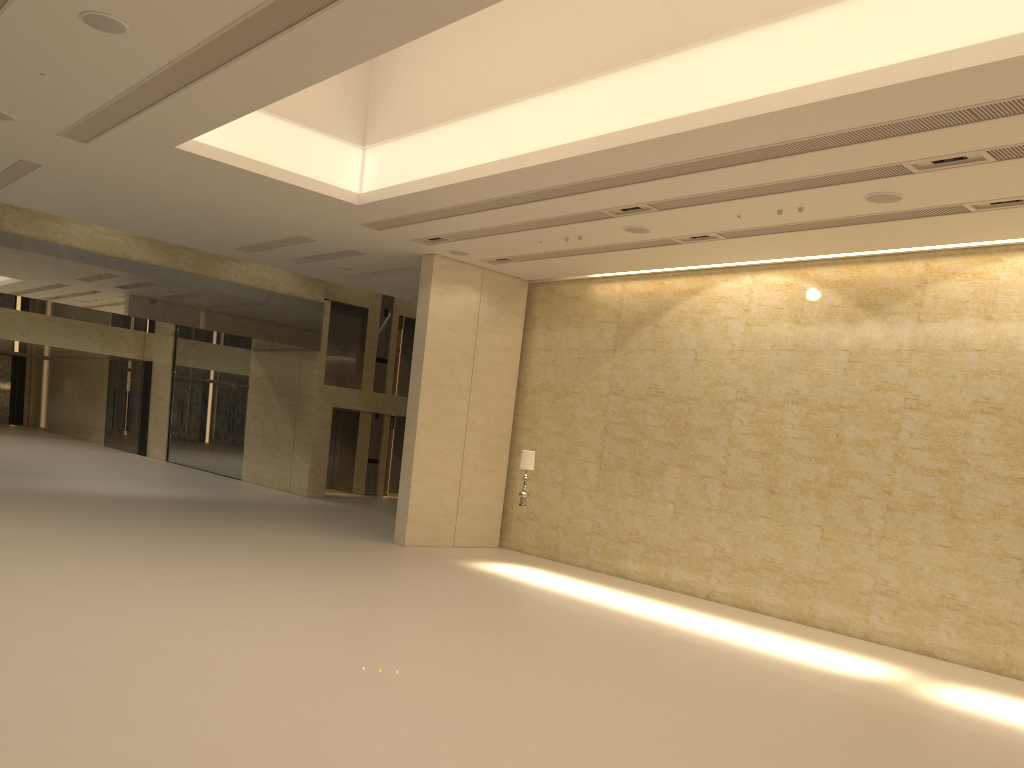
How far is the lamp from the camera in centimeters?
1606cm

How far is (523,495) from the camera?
16.1 meters

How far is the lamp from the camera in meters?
16.1 m

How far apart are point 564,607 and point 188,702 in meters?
7.3 m
